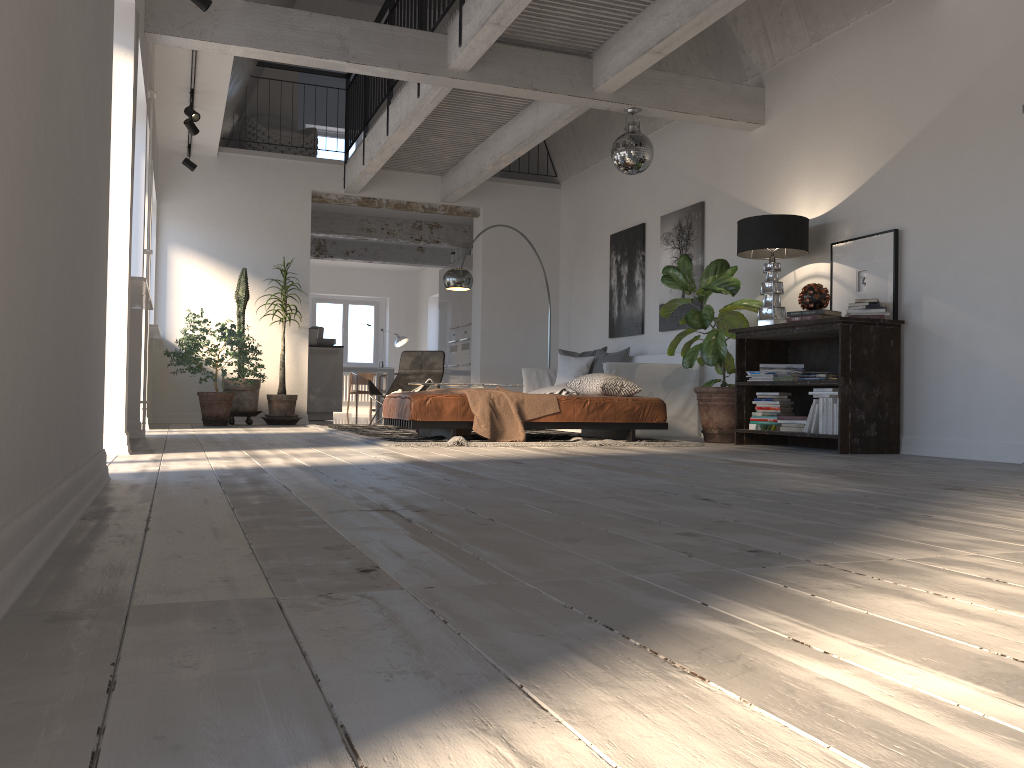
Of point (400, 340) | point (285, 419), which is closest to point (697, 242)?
point (285, 419)

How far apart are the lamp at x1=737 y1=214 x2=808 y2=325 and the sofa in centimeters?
144cm

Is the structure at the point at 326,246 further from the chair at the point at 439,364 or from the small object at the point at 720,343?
the small object at the point at 720,343

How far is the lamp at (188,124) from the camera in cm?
804

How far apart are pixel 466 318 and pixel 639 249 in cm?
408

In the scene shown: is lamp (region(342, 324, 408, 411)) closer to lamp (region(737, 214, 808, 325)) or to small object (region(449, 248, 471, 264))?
small object (region(449, 248, 471, 264))

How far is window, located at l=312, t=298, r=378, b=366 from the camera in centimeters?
1802cm

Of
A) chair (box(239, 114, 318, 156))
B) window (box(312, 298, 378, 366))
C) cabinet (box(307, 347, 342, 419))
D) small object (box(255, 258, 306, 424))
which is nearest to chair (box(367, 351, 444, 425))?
small object (box(255, 258, 306, 424))

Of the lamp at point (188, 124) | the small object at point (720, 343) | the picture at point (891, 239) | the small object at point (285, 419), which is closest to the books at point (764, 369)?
the small object at point (720, 343)

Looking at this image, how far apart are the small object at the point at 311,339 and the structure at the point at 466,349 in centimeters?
198cm
